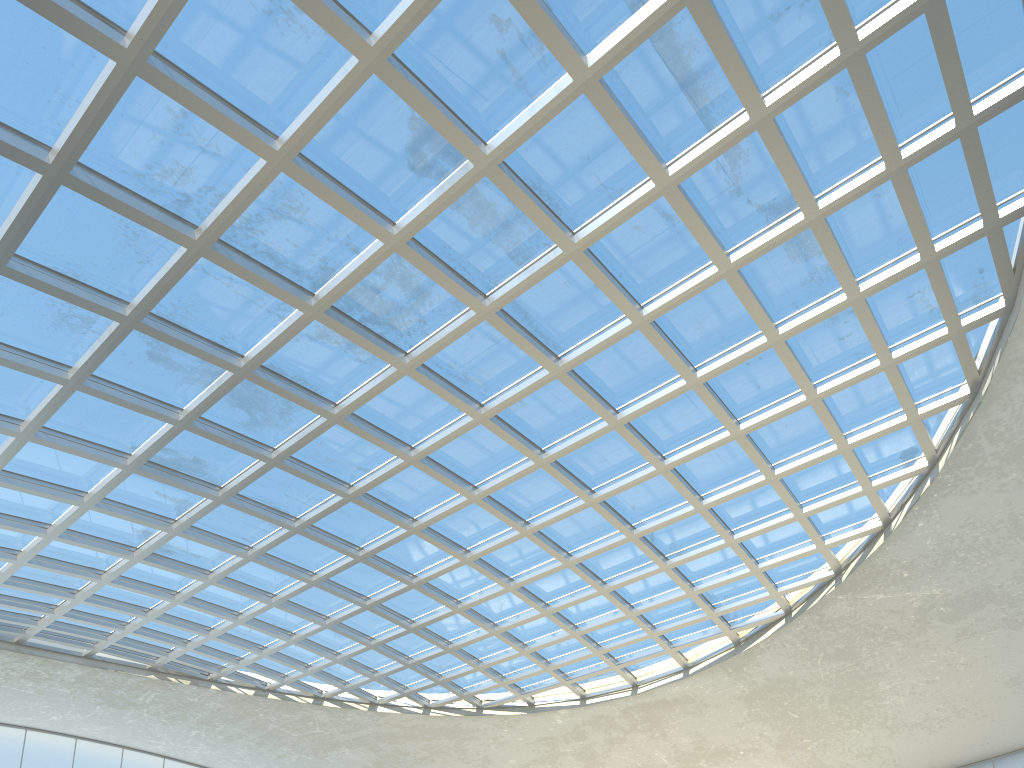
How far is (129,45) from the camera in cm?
2908
